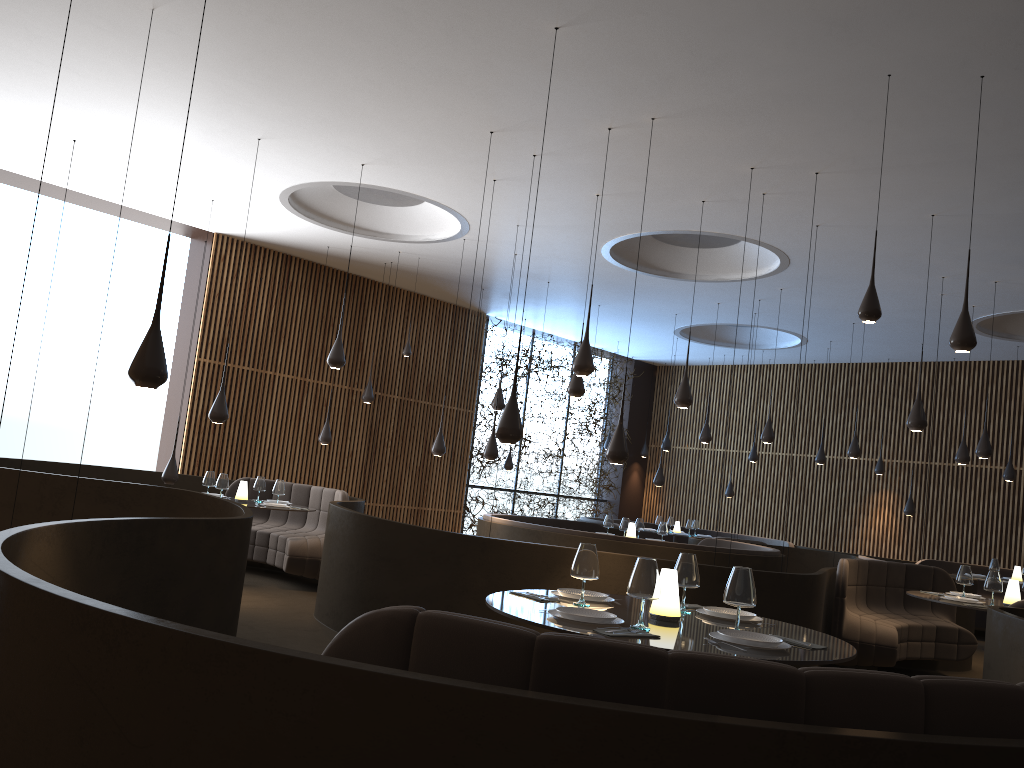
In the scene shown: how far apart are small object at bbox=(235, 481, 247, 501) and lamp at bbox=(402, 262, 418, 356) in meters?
3.9 m

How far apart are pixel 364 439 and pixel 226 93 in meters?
7.9 m

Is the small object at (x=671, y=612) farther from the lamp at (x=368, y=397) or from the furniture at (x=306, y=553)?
the lamp at (x=368, y=397)

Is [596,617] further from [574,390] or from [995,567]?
[995,567]

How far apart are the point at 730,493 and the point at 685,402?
9.53m

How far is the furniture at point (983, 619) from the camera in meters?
13.9

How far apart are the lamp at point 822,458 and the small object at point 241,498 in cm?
1016

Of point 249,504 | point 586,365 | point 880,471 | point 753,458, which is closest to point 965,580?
point 586,365

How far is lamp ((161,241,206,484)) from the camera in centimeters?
1042cm

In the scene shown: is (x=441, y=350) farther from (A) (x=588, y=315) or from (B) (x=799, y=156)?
(B) (x=799, y=156)
